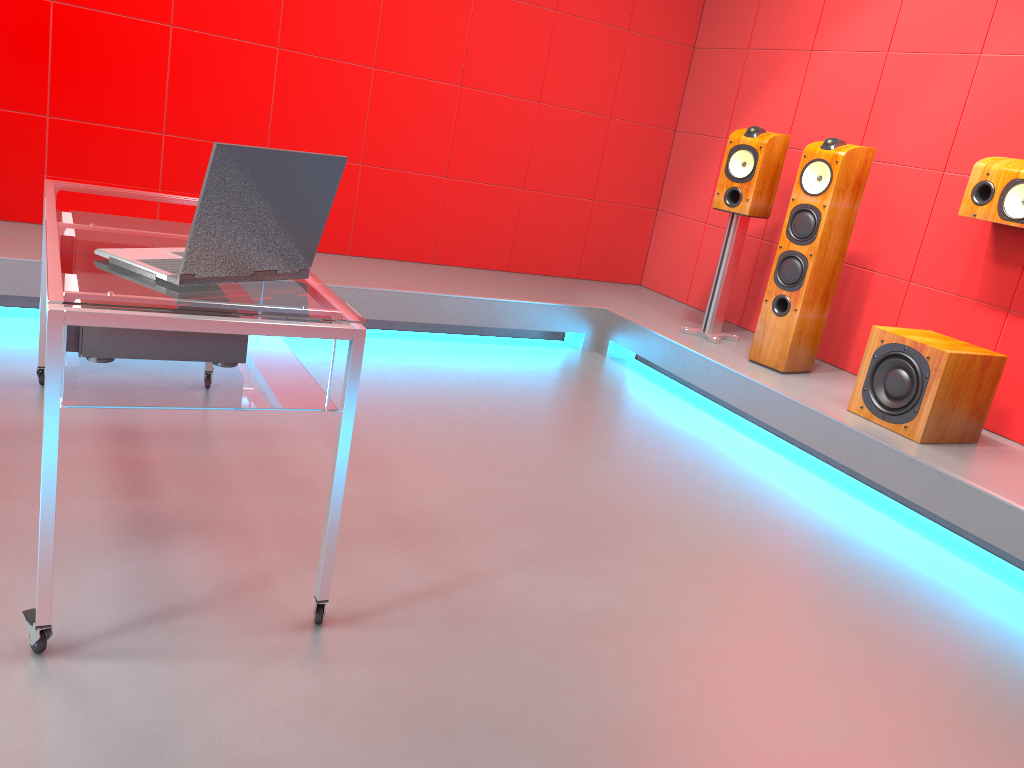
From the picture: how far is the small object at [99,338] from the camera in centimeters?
180cm

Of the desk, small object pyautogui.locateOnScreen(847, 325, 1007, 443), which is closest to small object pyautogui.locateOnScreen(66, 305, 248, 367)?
the desk

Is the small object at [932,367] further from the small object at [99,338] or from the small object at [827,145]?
the small object at [99,338]

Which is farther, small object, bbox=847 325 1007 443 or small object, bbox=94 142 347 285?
small object, bbox=847 325 1007 443

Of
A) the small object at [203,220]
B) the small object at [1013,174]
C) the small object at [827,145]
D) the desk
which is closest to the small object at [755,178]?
the small object at [827,145]

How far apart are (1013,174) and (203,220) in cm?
311

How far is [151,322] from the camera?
1.5m

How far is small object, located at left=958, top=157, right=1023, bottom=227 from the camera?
3.4m

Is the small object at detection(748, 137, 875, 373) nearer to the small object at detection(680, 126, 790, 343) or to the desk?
the small object at detection(680, 126, 790, 343)

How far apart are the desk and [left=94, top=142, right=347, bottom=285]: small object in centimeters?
1cm
